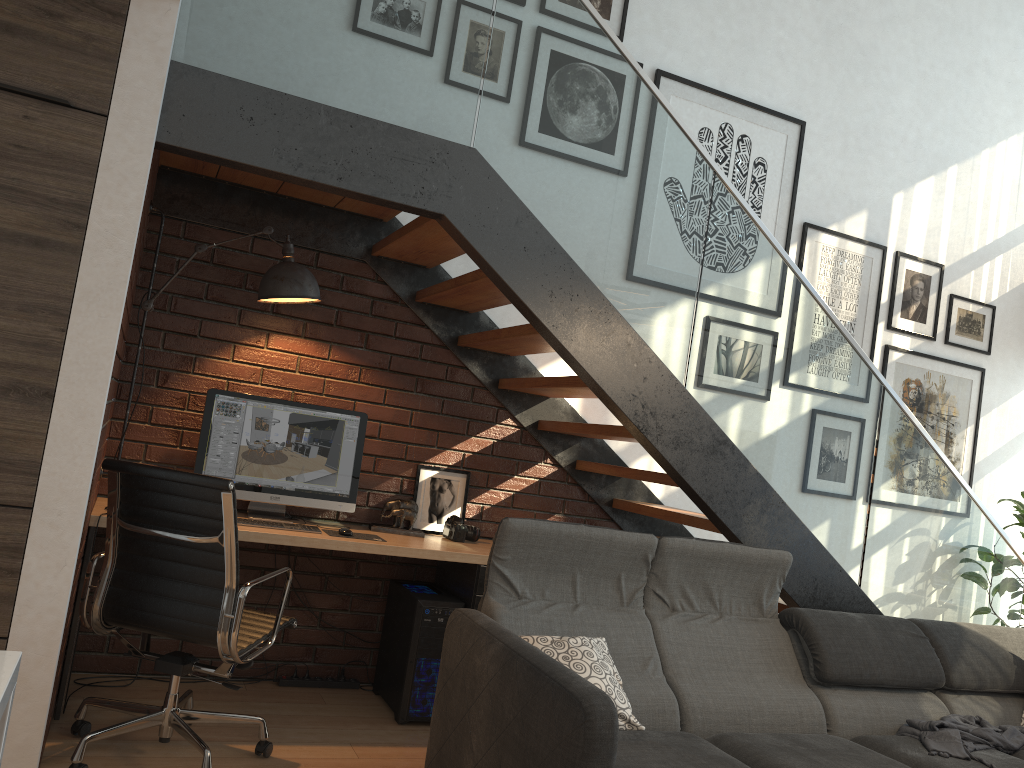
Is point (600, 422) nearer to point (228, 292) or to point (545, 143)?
point (545, 143)

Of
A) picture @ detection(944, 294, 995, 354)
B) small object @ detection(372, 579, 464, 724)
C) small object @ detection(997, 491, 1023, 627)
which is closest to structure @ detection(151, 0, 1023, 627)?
small object @ detection(372, 579, 464, 724)

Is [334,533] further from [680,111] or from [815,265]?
[815,265]

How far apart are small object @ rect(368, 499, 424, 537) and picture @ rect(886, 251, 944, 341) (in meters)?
3.26

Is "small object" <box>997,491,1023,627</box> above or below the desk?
above

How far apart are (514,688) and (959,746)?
1.7m

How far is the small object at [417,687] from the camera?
3.75m

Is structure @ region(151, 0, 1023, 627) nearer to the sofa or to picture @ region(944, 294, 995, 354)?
the sofa

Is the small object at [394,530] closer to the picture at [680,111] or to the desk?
the desk

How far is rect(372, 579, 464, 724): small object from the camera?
3.8 meters
